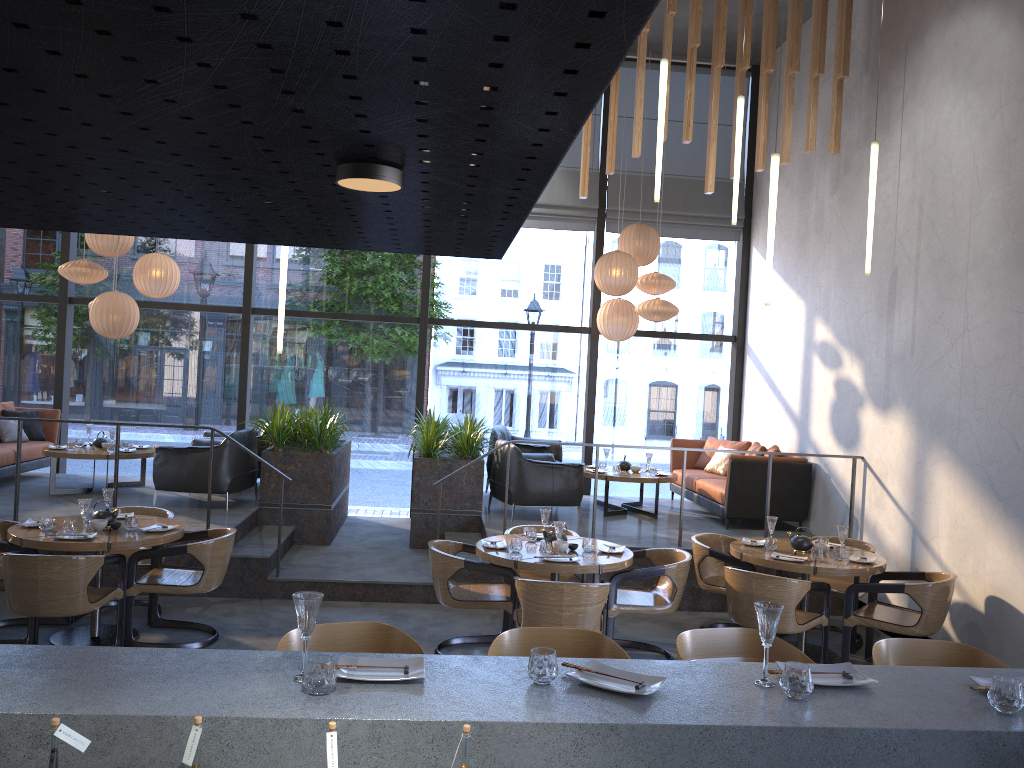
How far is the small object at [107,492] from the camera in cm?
629

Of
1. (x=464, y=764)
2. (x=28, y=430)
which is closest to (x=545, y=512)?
(x=464, y=764)

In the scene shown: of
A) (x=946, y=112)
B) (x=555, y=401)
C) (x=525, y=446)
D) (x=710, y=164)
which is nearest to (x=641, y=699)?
(x=946, y=112)

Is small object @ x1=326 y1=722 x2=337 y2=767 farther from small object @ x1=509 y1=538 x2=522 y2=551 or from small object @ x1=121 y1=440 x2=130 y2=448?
small object @ x1=121 y1=440 x2=130 y2=448

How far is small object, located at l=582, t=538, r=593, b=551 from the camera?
6.1m

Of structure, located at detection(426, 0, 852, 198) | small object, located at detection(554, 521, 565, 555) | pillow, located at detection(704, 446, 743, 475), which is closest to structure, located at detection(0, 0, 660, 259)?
small object, located at detection(554, 521, 565, 555)

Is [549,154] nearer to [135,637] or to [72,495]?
[135,637]

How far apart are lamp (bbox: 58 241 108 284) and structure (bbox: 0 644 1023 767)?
7.2m

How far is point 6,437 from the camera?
9.4m

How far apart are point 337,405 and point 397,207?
8.9 meters
